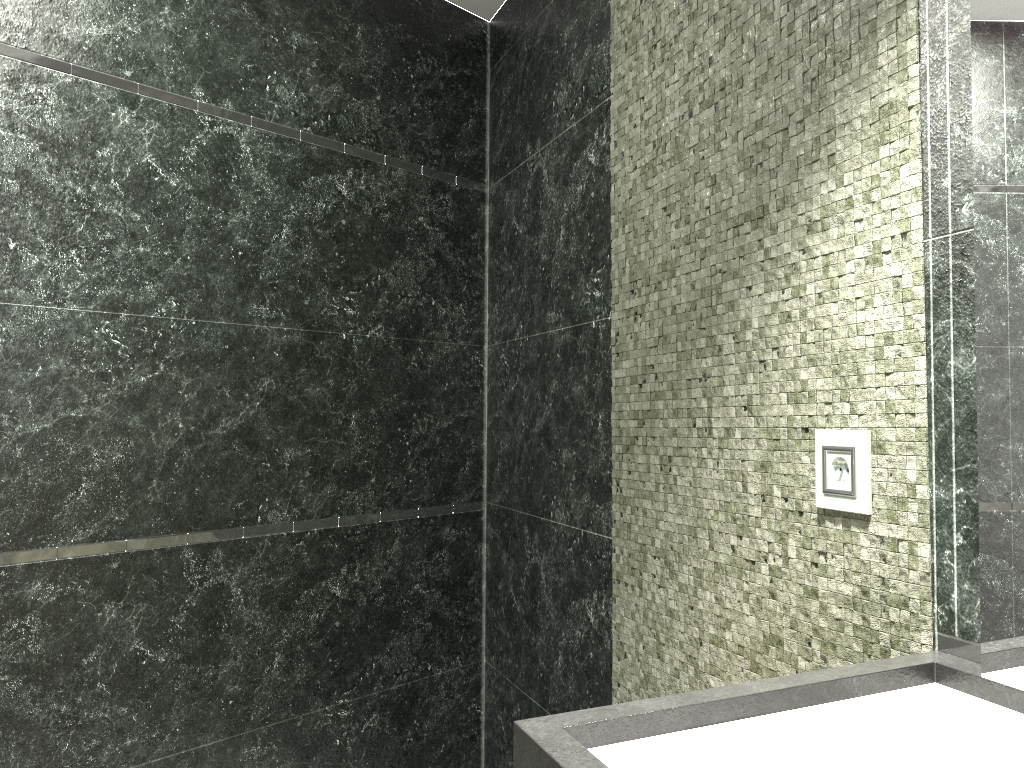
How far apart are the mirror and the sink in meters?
0.0

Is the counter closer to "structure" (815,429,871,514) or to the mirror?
the mirror

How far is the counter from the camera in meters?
0.9

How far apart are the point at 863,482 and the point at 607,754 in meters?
0.6 m

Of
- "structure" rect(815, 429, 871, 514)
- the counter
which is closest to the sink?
the counter

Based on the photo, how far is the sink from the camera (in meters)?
0.93

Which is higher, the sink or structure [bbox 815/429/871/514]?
structure [bbox 815/429/871/514]

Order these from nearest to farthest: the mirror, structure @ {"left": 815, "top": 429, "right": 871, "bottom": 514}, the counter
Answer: the counter < the mirror < structure @ {"left": 815, "top": 429, "right": 871, "bottom": 514}

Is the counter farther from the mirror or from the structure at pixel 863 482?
the structure at pixel 863 482

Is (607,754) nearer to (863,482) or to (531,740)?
(531,740)
